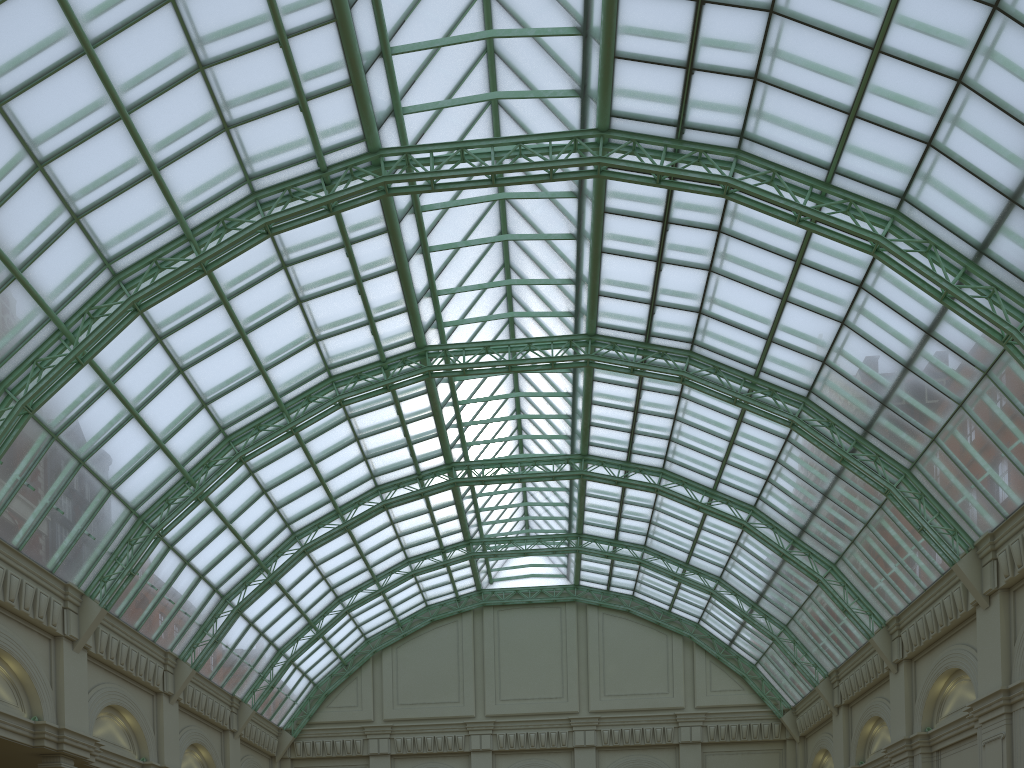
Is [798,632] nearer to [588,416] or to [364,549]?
[588,416]
